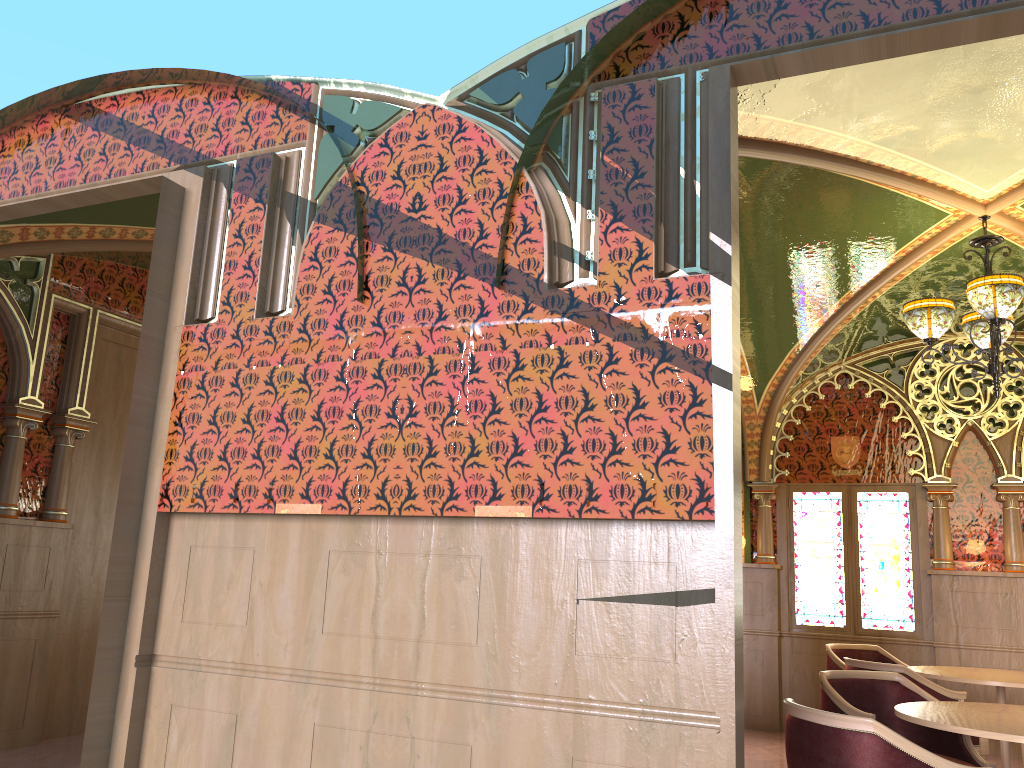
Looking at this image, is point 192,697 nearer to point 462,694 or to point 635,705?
point 462,694

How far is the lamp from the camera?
4.85m

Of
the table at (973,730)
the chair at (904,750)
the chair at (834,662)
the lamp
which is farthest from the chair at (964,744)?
the chair at (834,662)

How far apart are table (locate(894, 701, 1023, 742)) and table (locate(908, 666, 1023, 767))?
1.5m

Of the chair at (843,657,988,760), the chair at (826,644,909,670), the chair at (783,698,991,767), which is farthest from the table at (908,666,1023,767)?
the chair at (783,698,991,767)

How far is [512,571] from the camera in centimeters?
302cm

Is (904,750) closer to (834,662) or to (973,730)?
(973,730)

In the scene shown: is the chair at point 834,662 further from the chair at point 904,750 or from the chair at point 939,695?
the chair at point 904,750

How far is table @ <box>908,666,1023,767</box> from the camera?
5.4 meters

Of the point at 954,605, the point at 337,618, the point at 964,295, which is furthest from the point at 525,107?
the point at 954,605
